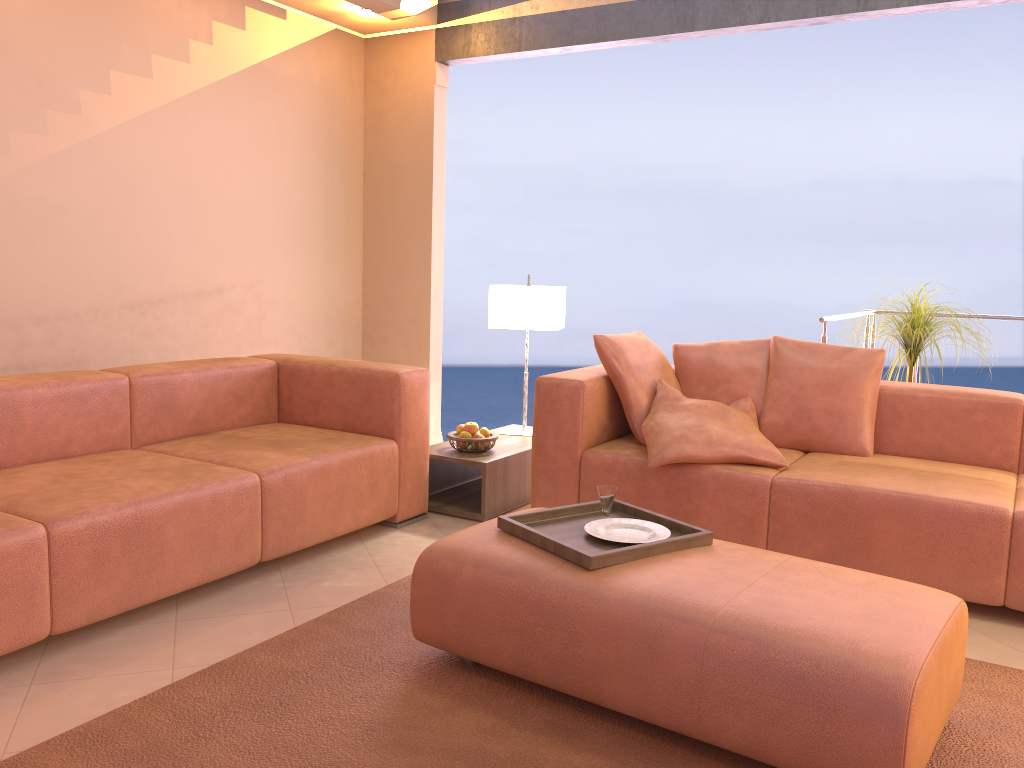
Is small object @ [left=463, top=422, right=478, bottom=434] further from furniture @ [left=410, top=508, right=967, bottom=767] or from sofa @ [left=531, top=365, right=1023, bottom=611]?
furniture @ [left=410, top=508, right=967, bottom=767]

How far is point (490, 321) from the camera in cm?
433

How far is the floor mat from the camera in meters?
2.0

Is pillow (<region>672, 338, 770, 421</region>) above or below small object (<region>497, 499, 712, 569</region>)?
above

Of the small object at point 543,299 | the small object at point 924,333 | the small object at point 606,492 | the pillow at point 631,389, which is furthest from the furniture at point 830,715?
the small object at point 924,333

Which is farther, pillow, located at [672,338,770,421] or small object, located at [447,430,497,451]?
small object, located at [447,430,497,451]

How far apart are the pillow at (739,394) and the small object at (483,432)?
0.9m

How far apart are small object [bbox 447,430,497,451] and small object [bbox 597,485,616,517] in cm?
134

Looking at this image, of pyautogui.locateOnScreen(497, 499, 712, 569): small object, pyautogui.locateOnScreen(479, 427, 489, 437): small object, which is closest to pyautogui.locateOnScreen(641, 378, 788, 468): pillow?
pyautogui.locateOnScreen(497, 499, 712, 569): small object

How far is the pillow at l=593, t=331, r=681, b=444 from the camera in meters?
3.6
